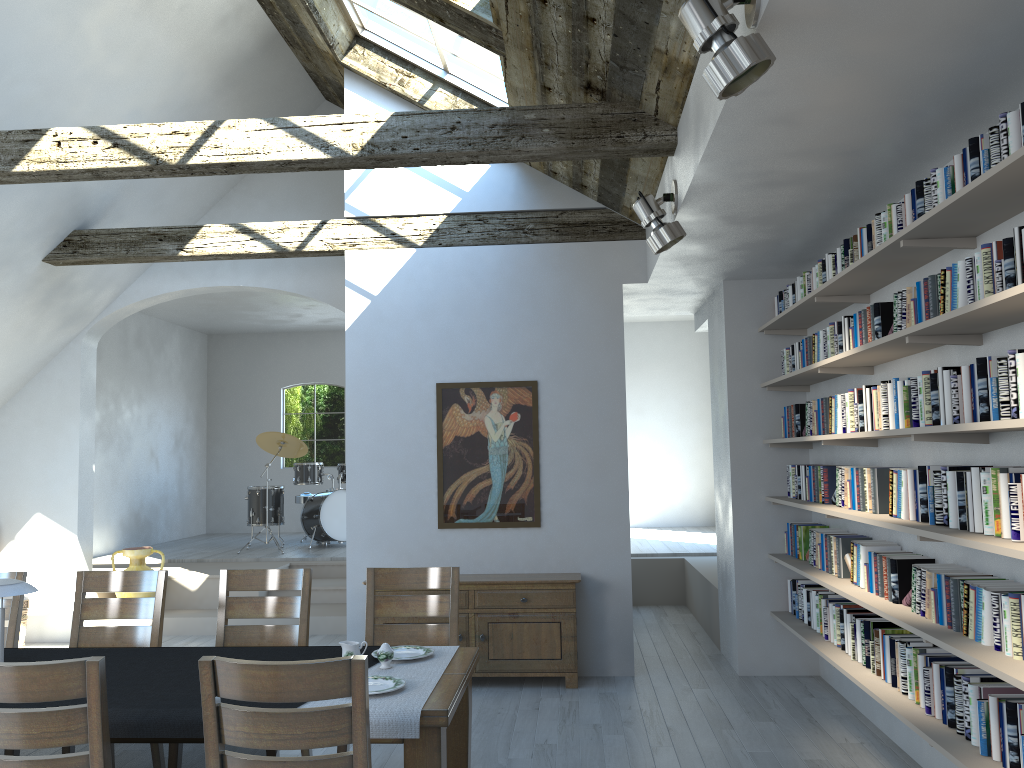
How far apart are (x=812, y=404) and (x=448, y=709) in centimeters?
337cm

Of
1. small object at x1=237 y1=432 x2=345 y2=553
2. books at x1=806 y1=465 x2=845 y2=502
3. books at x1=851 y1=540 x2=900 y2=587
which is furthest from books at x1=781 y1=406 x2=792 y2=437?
small object at x1=237 y1=432 x2=345 y2=553

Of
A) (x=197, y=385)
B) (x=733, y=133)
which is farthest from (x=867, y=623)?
(x=197, y=385)

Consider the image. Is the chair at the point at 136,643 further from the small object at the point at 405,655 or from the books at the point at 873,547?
the books at the point at 873,547

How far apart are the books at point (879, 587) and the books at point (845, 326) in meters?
1.1

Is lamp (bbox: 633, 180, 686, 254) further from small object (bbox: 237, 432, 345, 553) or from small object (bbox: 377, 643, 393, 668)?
small object (bbox: 237, 432, 345, 553)

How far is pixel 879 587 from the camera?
4.3m

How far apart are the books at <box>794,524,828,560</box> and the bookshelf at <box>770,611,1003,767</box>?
0.4m

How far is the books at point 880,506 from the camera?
4.3 meters

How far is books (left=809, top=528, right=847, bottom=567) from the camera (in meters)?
5.36
